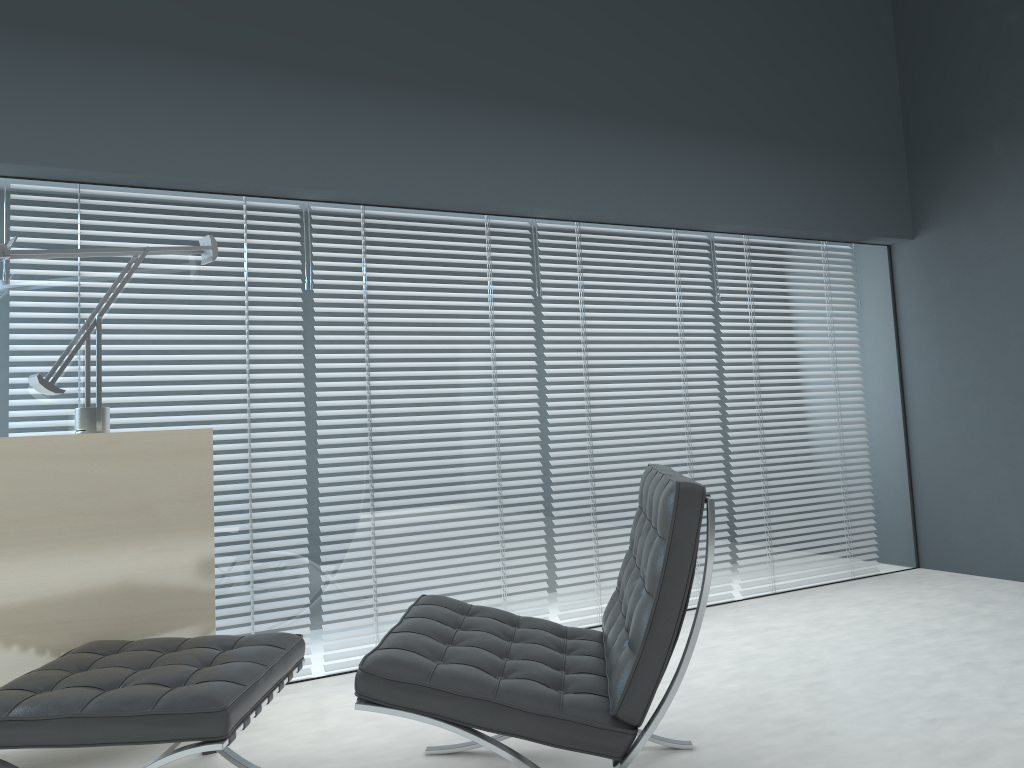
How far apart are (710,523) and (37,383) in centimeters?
194cm

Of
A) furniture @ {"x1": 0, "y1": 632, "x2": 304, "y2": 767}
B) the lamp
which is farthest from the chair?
the lamp

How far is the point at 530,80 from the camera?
3.59m

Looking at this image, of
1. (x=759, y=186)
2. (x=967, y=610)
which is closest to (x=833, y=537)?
(x=967, y=610)

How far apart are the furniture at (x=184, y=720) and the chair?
0.2 meters

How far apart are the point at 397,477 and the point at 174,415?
0.8m

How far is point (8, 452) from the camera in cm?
229

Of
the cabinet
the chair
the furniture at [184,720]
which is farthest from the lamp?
the chair

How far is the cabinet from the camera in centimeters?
229cm

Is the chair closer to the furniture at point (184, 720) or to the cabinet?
the furniture at point (184, 720)
